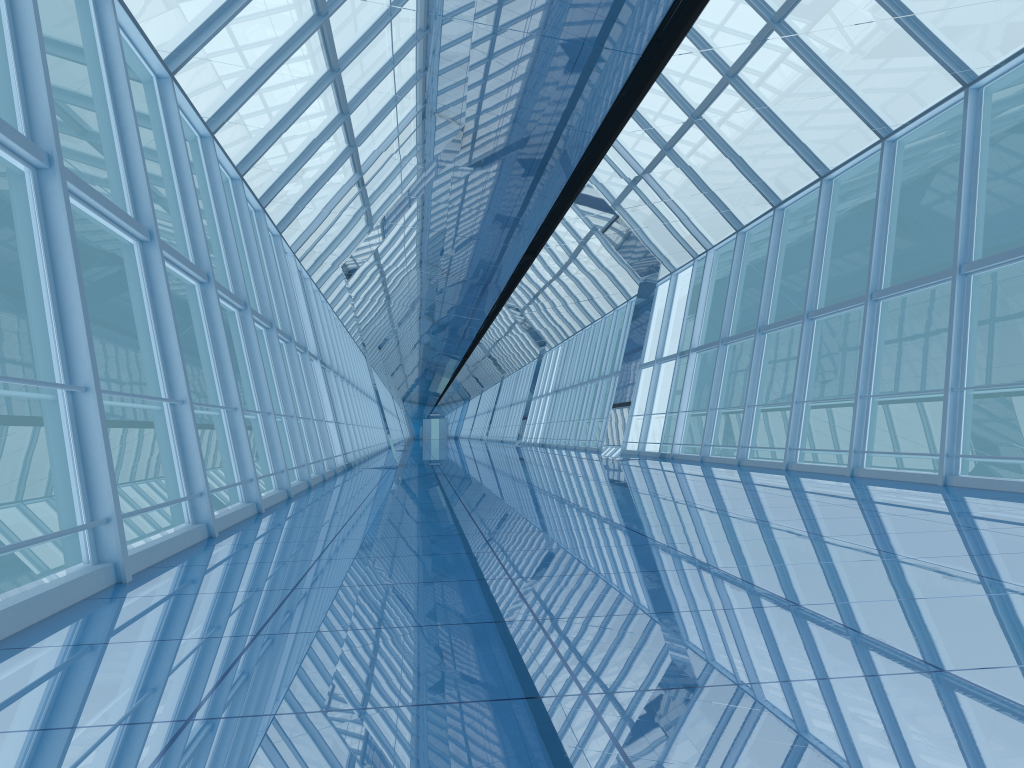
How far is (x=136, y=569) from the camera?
5.0m

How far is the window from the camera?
4.96m

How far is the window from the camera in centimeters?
496cm

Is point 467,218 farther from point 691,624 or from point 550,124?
point 691,624
